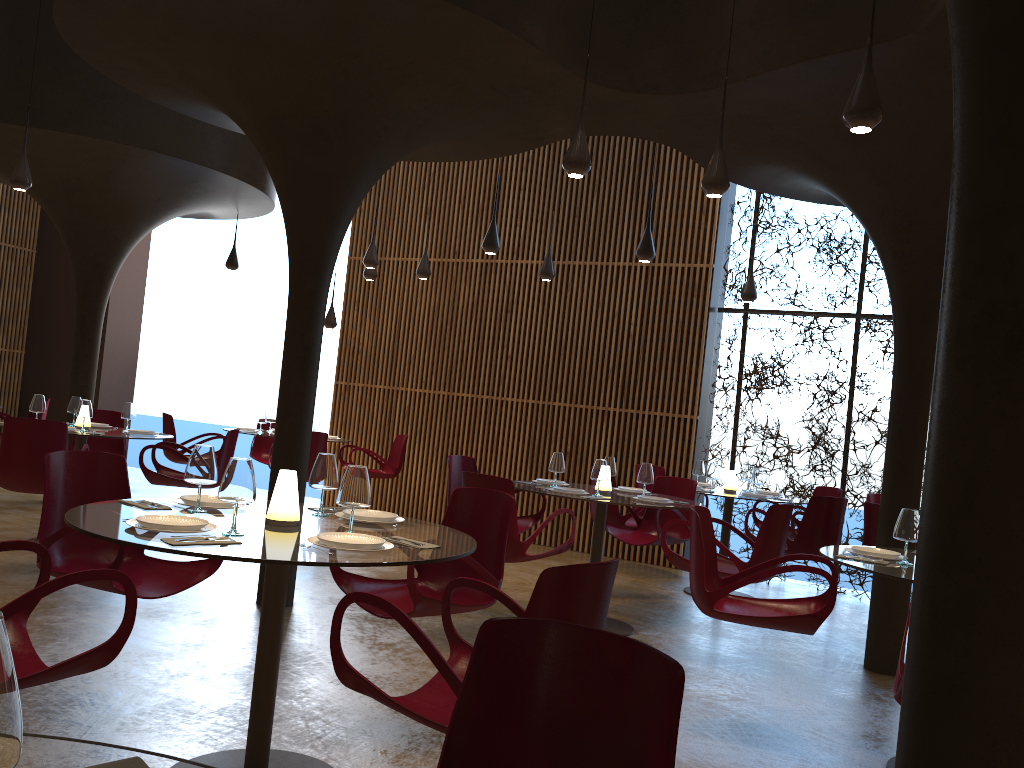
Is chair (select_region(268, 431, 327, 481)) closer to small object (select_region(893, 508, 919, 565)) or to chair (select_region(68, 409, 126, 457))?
chair (select_region(68, 409, 126, 457))

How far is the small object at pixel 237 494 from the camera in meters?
3.3 m

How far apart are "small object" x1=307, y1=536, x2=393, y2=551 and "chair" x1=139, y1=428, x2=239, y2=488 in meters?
5.7

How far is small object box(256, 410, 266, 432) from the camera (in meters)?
11.53

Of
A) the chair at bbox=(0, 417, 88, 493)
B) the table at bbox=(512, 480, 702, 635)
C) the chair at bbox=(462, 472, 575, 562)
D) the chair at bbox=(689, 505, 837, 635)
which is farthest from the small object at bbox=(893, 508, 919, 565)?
the chair at bbox=(0, 417, 88, 493)

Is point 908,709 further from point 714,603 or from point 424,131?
point 424,131

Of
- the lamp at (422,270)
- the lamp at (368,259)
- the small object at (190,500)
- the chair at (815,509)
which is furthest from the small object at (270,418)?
the small object at (190,500)

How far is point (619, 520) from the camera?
8.7m

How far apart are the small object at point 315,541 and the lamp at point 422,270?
8.1m

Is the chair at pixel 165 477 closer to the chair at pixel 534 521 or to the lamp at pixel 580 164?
the chair at pixel 534 521
